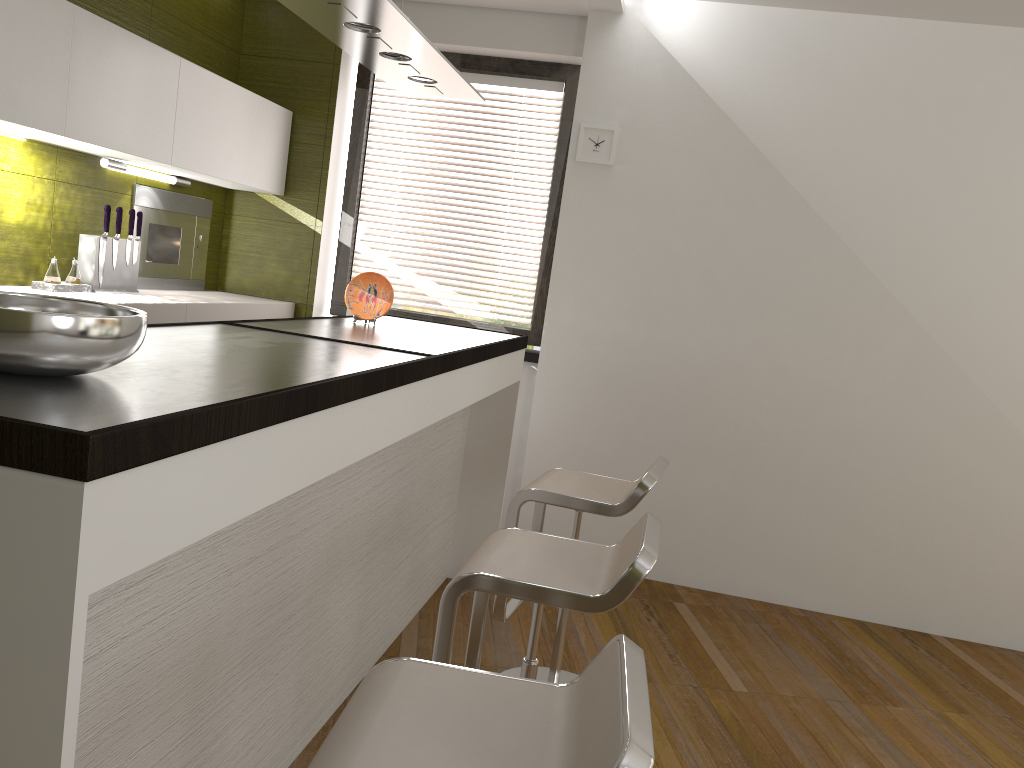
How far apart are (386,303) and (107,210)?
1.2 meters

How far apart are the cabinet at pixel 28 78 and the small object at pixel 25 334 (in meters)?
1.60

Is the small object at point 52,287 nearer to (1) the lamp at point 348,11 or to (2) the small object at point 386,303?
(2) the small object at point 386,303

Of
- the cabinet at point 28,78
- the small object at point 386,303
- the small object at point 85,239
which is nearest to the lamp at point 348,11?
the small object at point 386,303

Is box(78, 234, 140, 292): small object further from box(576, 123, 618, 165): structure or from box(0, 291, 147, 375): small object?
box(0, 291, 147, 375): small object

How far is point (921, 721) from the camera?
3.20m

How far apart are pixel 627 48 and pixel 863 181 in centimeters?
125cm

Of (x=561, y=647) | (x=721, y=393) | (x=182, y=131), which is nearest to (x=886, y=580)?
(x=721, y=393)

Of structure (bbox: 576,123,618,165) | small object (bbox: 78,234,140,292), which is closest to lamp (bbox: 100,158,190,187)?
small object (bbox: 78,234,140,292)

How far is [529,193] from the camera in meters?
4.6 m
